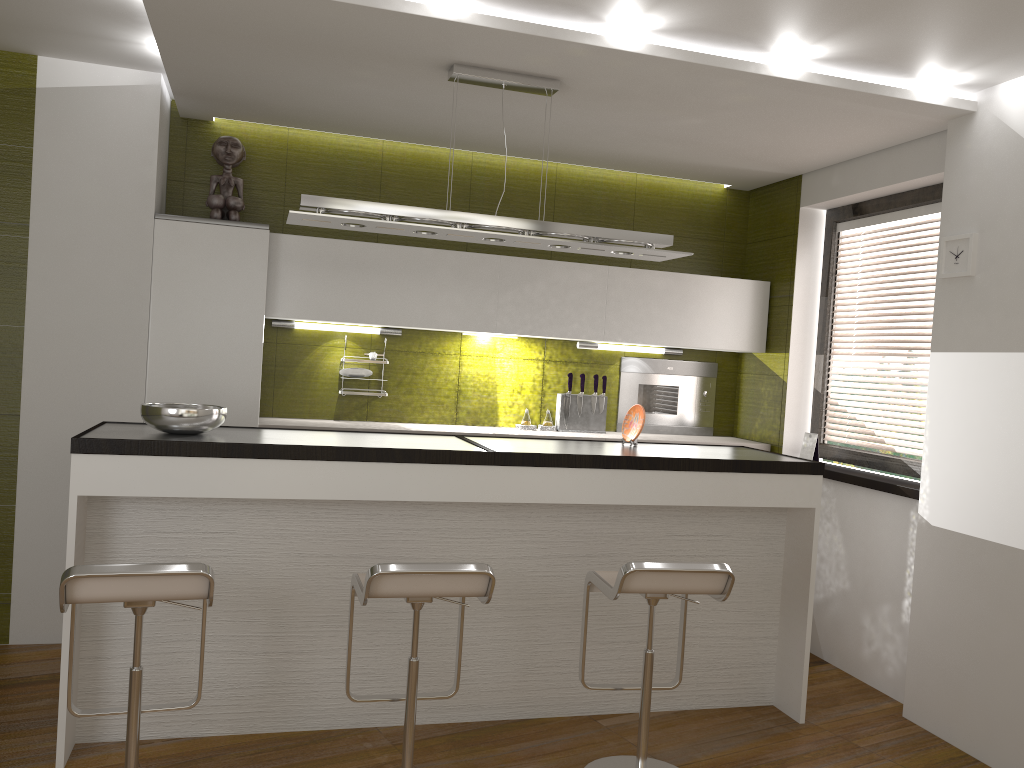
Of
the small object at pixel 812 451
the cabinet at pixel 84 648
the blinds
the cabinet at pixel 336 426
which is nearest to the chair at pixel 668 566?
the cabinet at pixel 84 648

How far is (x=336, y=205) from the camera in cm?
347

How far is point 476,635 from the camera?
3.62m

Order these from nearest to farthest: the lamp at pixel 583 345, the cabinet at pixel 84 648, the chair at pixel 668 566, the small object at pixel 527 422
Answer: the chair at pixel 668 566
the cabinet at pixel 84 648
the small object at pixel 527 422
the lamp at pixel 583 345

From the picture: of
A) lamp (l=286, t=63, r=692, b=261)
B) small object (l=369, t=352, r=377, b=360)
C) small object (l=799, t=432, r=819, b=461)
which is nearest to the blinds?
small object (l=799, t=432, r=819, b=461)

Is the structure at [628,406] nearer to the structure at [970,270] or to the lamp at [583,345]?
the lamp at [583,345]

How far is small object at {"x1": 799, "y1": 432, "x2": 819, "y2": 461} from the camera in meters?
4.9 m

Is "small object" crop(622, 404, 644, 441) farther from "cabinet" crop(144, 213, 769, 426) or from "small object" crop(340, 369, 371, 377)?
"small object" crop(340, 369, 371, 377)

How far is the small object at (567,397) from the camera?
5.24m

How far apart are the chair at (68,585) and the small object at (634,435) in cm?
199
